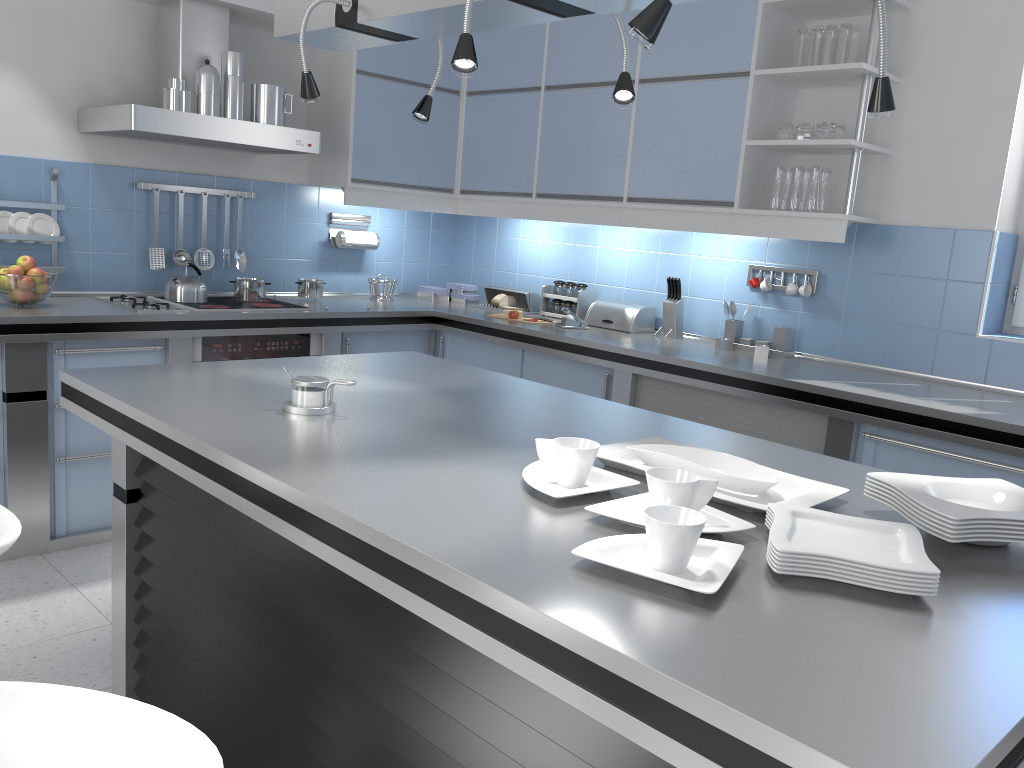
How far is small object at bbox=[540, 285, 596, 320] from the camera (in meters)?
4.66

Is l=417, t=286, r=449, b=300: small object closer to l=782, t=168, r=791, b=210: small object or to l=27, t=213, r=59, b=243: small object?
l=27, t=213, r=59, b=243: small object

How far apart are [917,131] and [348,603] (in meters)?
3.04

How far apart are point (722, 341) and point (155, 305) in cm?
249

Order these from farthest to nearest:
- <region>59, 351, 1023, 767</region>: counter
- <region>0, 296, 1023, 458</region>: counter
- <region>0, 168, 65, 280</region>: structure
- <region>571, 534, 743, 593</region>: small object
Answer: <region>0, 168, 65, 280</region>: structure → <region>0, 296, 1023, 458</region>: counter → <region>571, 534, 743, 593</region>: small object → <region>59, 351, 1023, 767</region>: counter

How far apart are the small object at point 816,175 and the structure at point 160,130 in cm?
220

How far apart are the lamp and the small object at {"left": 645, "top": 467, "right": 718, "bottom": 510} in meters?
0.7

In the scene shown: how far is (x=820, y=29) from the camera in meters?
3.5

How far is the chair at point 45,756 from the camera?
1.1m

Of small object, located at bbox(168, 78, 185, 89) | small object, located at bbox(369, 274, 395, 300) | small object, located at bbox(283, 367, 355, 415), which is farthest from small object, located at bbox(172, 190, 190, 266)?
small object, located at bbox(283, 367, 355, 415)
